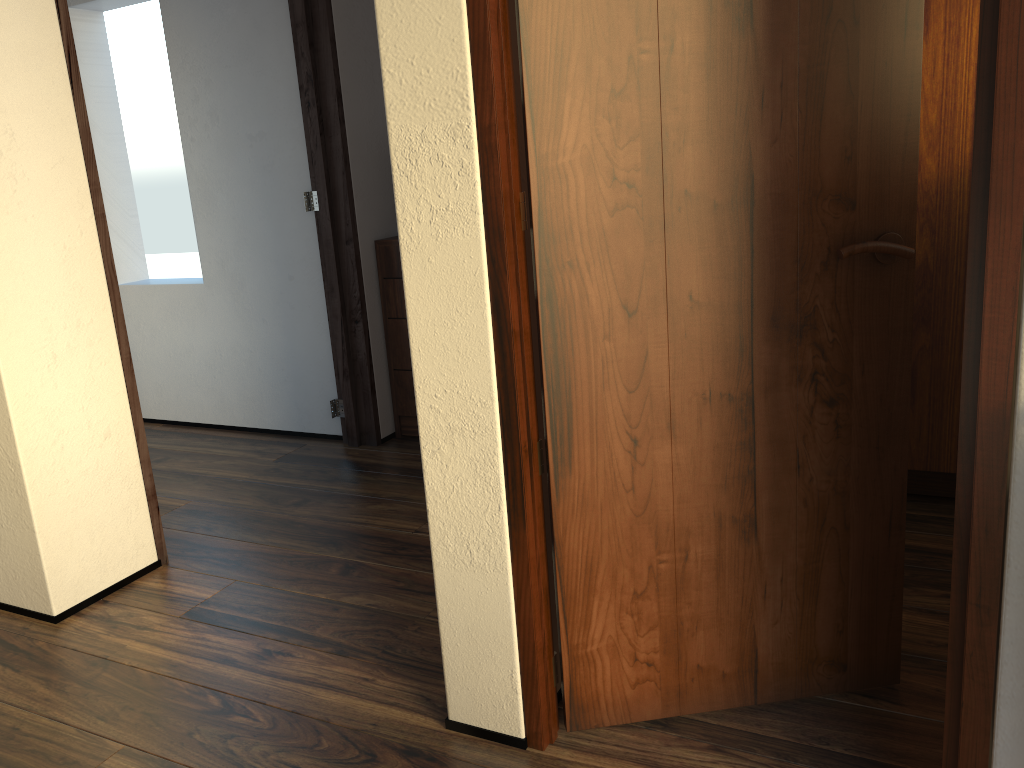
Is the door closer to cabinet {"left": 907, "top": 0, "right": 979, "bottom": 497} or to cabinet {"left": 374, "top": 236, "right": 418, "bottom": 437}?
cabinet {"left": 907, "top": 0, "right": 979, "bottom": 497}

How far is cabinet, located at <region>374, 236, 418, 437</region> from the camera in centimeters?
338cm

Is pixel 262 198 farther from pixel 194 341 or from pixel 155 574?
pixel 155 574

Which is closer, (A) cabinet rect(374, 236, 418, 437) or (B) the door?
(B) the door

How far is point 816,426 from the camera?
1.6 meters

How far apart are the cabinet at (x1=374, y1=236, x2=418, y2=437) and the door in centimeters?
196cm

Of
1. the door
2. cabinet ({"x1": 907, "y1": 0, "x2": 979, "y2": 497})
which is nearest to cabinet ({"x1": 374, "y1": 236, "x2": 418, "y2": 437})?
cabinet ({"x1": 907, "y1": 0, "x2": 979, "y2": 497})

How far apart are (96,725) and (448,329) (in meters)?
1.12

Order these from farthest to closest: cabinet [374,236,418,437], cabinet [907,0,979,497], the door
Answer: cabinet [374,236,418,437]
cabinet [907,0,979,497]
the door

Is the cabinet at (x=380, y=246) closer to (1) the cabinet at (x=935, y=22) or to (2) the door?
(1) the cabinet at (x=935, y=22)
